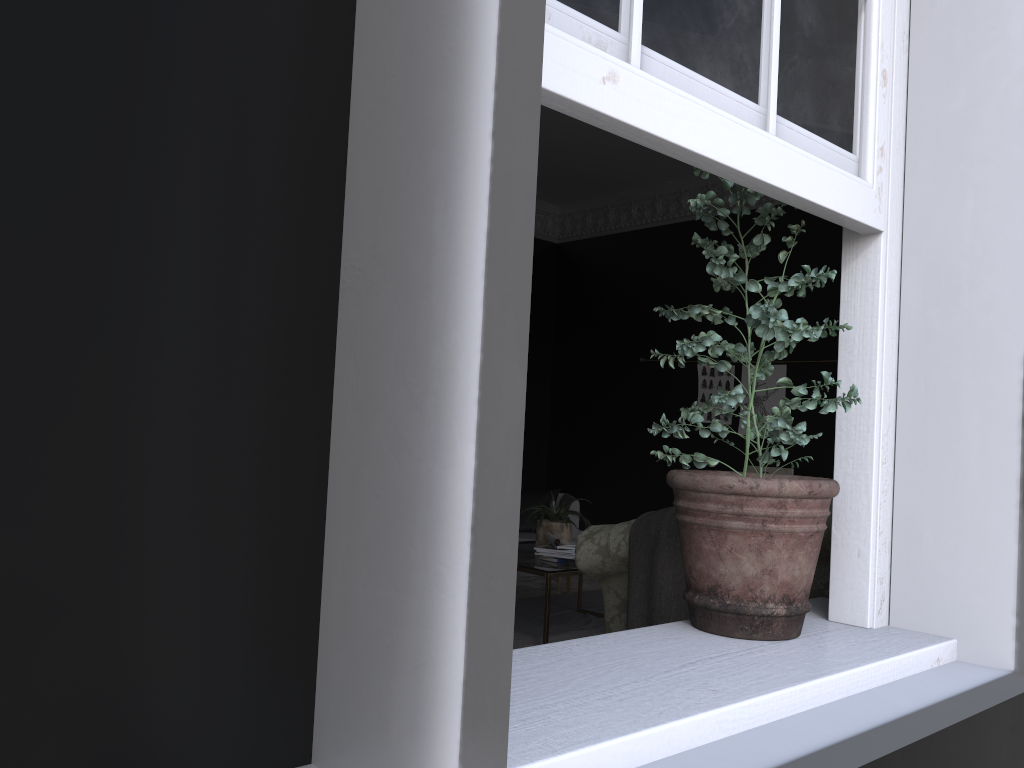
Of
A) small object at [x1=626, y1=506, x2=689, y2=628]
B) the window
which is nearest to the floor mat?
small object at [x1=626, y1=506, x2=689, y2=628]

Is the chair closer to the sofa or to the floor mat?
the floor mat

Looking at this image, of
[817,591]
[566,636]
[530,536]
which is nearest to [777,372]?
[530,536]

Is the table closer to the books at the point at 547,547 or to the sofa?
the books at the point at 547,547

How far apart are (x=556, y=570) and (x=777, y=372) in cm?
382

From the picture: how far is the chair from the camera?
7.5m

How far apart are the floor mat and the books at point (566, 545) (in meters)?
0.68

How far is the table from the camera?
5.0 meters

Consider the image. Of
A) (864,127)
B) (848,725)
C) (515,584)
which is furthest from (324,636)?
(864,127)

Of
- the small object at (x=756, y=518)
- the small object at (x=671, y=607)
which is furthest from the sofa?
the small object at (x=756, y=518)
